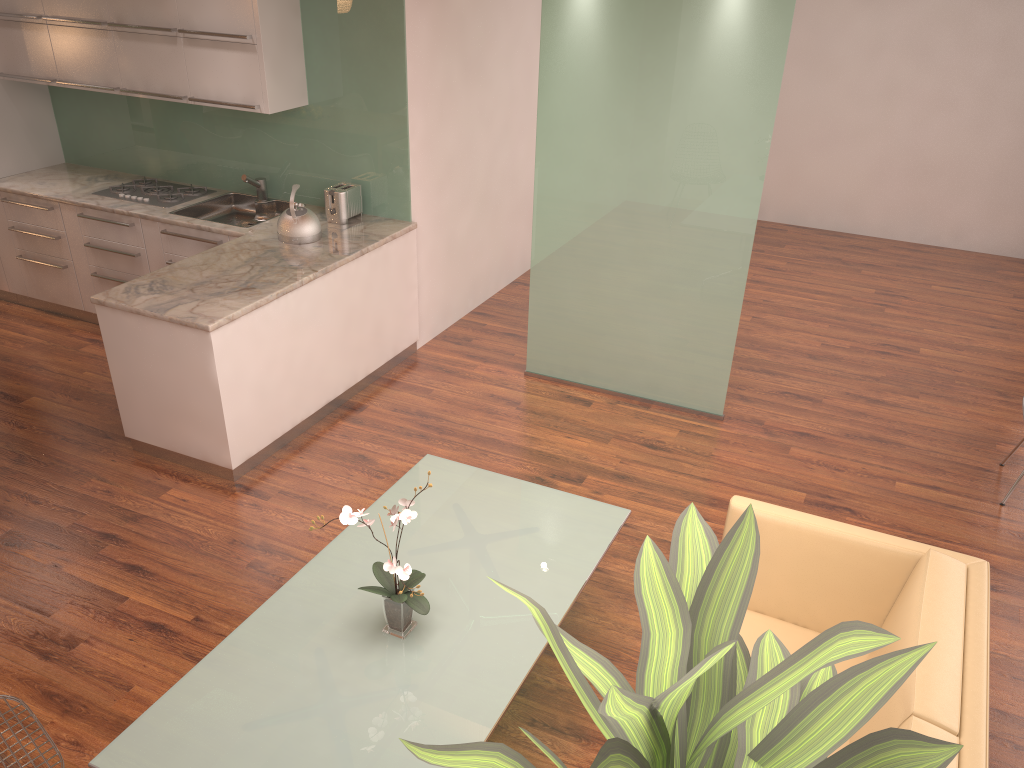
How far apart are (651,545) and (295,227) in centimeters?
481cm

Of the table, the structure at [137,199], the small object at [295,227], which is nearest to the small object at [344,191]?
the small object at [295,227]

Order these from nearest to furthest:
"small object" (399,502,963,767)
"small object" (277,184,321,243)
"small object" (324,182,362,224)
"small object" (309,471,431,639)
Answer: "small object" (399,502,963,767)
"small object" (309,471,431,639)
"small object" (277,184,321,243)
"small object" (324,182,362,224)

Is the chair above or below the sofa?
below

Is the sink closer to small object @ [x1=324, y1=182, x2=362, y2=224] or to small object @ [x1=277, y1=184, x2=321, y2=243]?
small object @ [x1=324, y1=182, x2=362, y2=224]

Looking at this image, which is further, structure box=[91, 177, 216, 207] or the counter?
structure box=[91, 177, 216, 207]

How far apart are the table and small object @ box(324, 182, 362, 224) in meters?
2.4 m

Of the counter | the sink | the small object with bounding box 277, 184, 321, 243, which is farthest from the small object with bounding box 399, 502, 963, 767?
the sink

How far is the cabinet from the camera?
4.5m

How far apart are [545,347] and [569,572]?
2.75m
